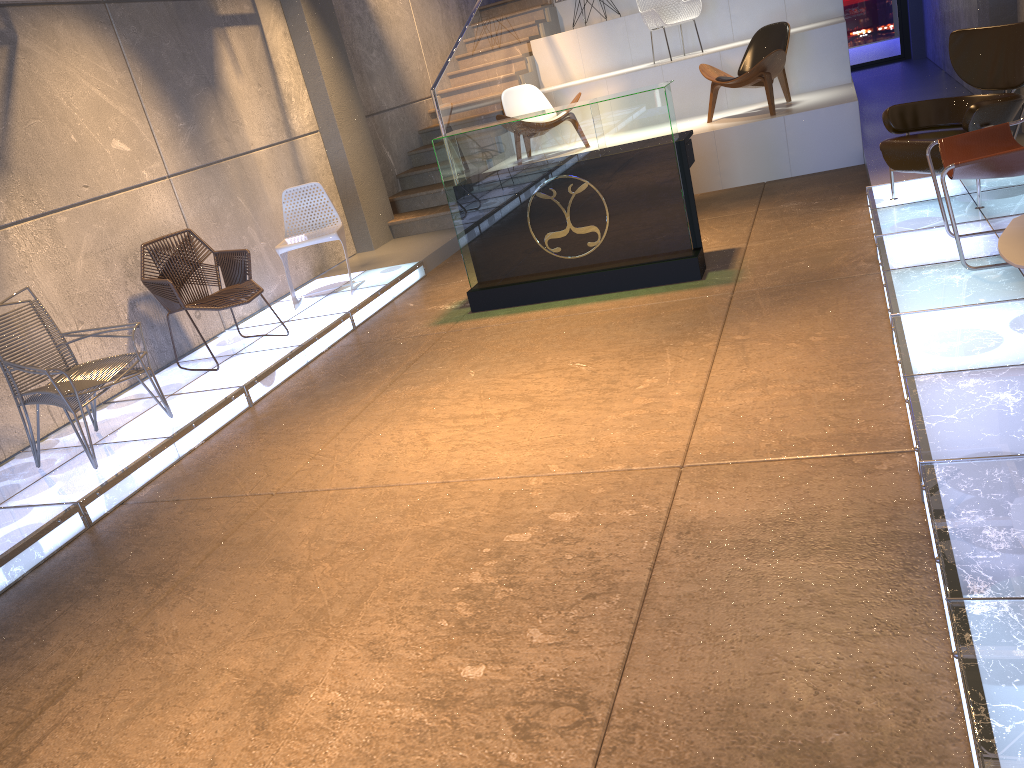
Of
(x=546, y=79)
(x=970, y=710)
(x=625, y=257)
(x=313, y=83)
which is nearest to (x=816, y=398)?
(x=970, y=710)

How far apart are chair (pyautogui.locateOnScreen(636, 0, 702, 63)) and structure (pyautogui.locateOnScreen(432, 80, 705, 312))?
4.6m

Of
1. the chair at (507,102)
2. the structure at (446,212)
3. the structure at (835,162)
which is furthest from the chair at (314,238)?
the structure at (835,162)

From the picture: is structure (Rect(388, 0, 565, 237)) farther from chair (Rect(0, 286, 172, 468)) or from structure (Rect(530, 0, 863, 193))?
chair (Rect(0, 286, 172, 468))

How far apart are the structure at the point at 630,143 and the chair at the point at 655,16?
4.6m

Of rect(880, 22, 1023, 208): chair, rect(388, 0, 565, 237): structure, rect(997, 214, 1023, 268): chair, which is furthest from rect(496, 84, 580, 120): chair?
rect(997, 214, 1023, 268): chair

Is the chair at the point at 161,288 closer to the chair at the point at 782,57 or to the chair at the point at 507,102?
the chair at the point at 507,102

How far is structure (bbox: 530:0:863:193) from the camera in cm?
789

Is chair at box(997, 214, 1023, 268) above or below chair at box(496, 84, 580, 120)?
below

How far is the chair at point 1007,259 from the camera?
2.7m
